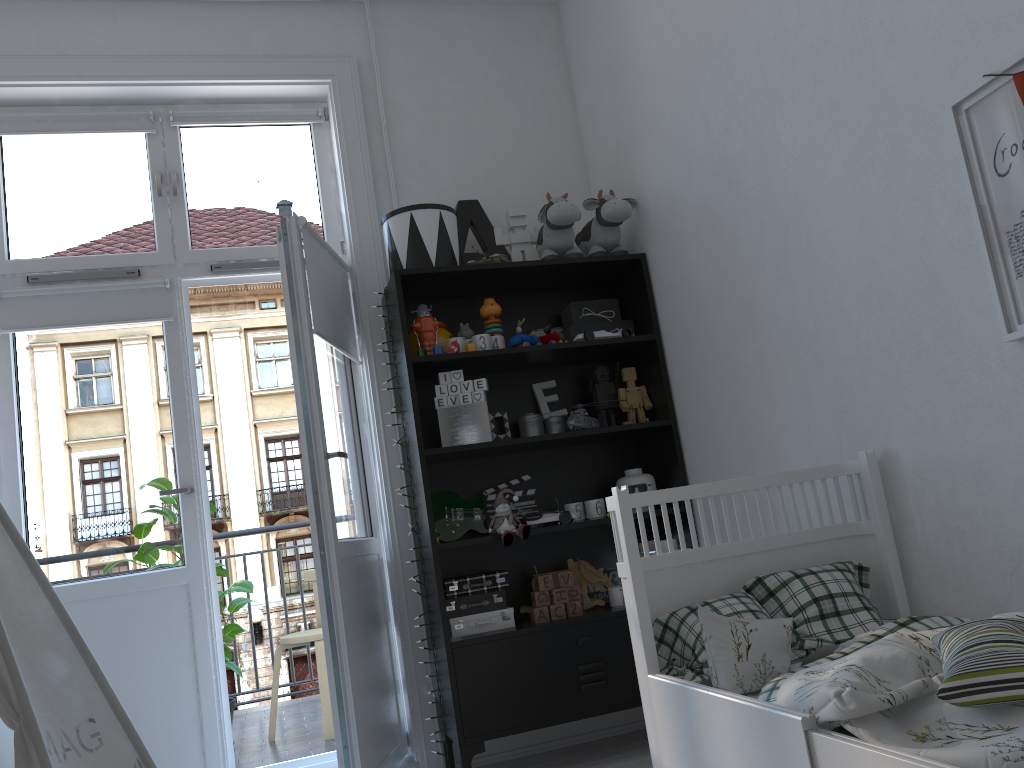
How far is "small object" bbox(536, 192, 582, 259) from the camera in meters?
3.1 m

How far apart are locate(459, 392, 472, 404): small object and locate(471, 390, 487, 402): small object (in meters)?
0.02

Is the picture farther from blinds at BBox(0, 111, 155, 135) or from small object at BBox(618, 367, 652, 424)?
blinds at BBox(0, 111, 155, 135)

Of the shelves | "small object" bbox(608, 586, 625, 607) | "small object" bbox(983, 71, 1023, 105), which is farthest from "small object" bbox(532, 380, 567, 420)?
"small object" bbox(983, 71, 1023, 105)

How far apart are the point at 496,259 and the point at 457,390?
0.5 meters

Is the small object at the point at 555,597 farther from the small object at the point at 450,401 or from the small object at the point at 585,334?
the small object at the point at 585,334

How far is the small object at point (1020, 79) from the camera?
1.57m

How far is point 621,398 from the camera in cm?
319

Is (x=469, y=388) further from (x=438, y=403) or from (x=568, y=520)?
(x=568, y=520)

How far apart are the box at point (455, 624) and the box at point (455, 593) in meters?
0.1 m
